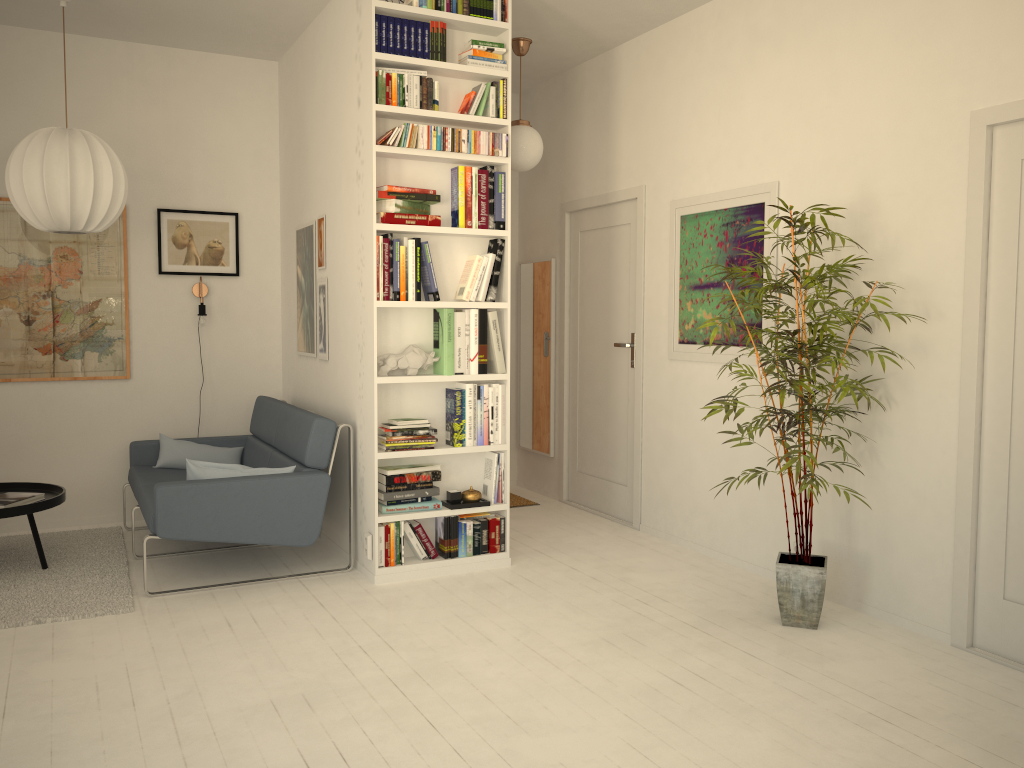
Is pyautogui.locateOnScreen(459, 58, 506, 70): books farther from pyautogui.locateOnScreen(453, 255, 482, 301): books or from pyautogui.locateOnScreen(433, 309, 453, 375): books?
pyautogui.locateOnScreen(433, 309, 453, 375): books

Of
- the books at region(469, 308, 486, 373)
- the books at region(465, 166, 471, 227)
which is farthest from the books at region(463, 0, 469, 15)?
the books at region(469, 308, 486, 373)

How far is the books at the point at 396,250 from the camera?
4.1m

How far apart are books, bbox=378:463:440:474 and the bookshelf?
0.1m

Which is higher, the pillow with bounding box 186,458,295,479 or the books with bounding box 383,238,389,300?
the books with bounding box 383,238,389,300

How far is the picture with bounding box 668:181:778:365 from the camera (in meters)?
4.35

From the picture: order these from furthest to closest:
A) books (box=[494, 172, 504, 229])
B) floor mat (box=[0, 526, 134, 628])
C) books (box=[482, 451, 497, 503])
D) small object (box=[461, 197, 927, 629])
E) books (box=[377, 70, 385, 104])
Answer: books (box=[482, 451, 497, 503]), books (box=[494, 172, 504, 229]), books (box=[377, 70, 385, 104]), floor mat (box=[0, 526, 134, 628]), small object (box=[461, 197, 927, 629])

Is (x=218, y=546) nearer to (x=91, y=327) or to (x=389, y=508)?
(x=389, y=508)

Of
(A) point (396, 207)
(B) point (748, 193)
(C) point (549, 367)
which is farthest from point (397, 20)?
(C) point (549, 367)

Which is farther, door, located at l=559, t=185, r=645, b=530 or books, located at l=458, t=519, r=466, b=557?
A: door, located at l=559, t=185, r=645, b=530
